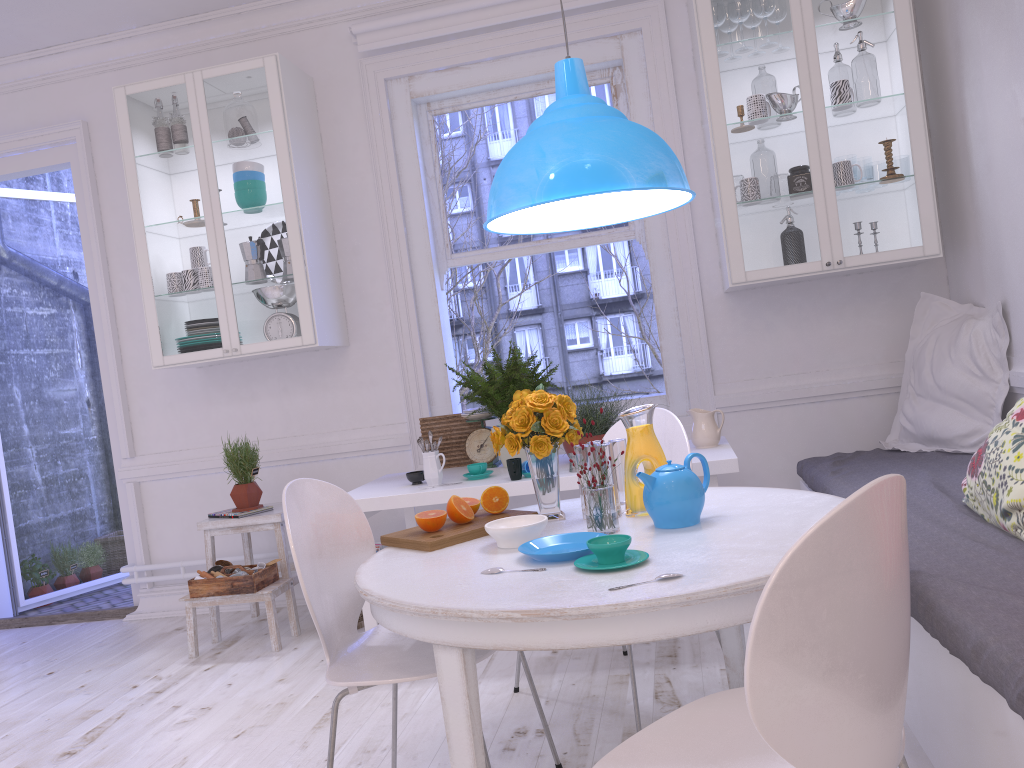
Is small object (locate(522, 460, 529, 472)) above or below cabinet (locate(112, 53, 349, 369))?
below

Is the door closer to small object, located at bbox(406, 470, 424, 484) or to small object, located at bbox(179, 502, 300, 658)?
small object, located at bbox(179, 502, 300, 658)

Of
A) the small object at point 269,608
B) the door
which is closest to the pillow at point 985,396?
the small object at point 269,608

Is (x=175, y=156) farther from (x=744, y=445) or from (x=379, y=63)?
(x=744, y=445)

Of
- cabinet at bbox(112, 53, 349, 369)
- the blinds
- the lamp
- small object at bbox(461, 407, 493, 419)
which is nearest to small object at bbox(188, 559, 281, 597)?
cabinet at bbox(112, 53, 349, 369)

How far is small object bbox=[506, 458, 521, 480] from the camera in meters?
3.2 m

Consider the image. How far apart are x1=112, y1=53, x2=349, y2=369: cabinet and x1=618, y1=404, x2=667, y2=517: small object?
2.09m

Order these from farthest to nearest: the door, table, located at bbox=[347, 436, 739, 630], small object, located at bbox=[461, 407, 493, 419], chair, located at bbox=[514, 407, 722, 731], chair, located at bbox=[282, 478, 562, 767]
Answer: the door < small object, located at bbox=[461, 407, 493, 419] < table, located at bbox=[347, 436, 739, 630] < chair, located at bbox=[514, 407, 722, 731] < chair, located at bbox=[282, 478, 562, 767]

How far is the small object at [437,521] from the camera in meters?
2.2

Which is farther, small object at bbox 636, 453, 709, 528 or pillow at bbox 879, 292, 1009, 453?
pillow at bbox 879, 292, 1009, 453
